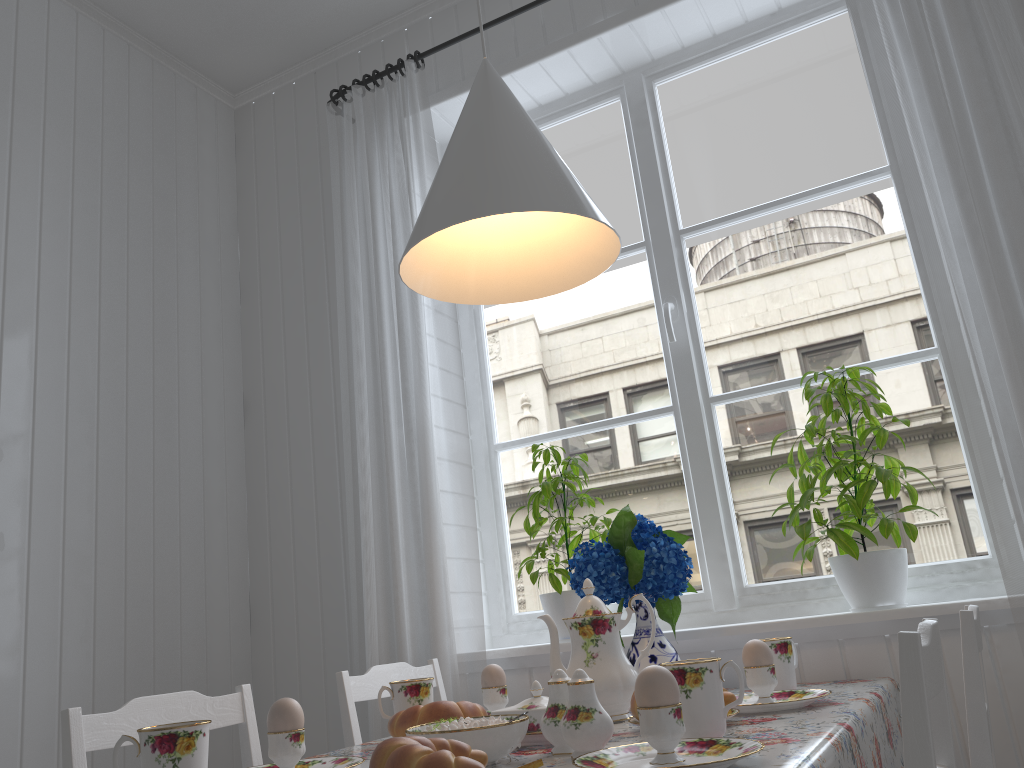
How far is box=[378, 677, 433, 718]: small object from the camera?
1.5m

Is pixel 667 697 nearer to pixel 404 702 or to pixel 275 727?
pixel 275 727

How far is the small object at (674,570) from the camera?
1.66m

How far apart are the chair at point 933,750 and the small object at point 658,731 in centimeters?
26cm

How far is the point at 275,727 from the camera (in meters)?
1.13

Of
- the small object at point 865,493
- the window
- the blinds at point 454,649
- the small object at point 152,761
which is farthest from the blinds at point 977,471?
the small object at point 152,761

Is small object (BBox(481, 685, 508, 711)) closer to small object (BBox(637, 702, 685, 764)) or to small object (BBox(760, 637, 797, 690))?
small object (BBox(760, 637, 797, 690))

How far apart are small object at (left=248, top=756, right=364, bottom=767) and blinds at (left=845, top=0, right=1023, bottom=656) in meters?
1.1

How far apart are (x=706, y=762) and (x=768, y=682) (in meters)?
0.51

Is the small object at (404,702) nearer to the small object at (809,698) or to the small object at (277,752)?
the small object at (277,752)
